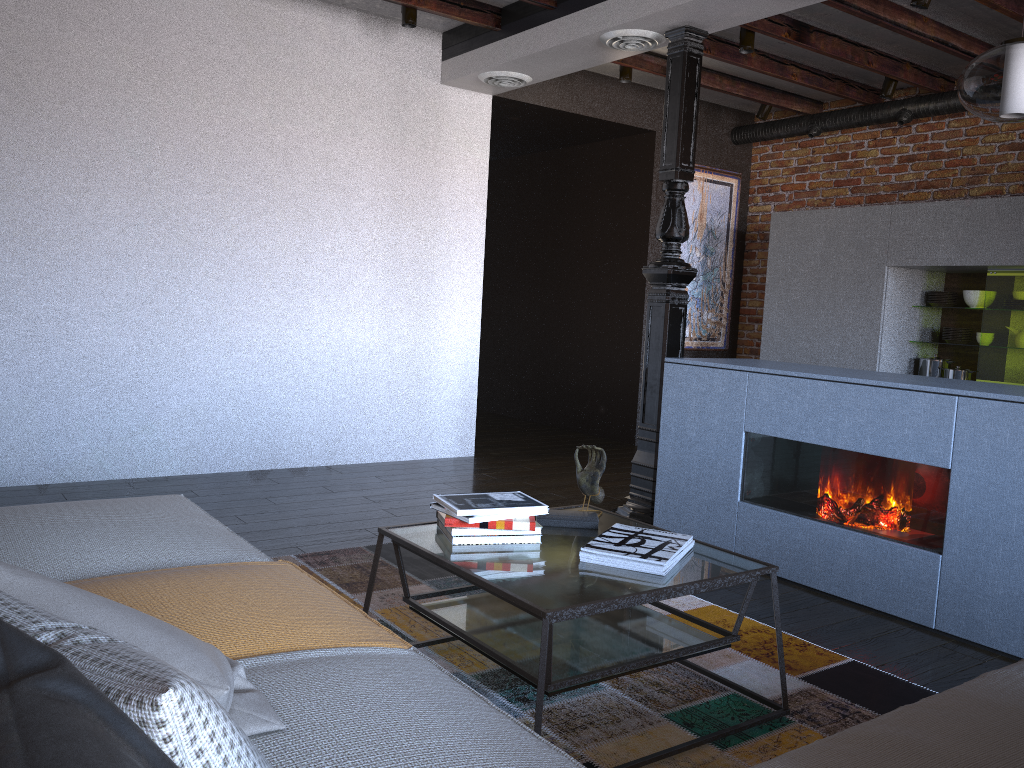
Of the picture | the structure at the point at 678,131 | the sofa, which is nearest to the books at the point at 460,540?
the sofa

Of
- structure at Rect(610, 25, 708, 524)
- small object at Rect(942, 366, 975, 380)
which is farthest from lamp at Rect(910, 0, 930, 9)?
small object at Rect(942, 366, 975, 380)

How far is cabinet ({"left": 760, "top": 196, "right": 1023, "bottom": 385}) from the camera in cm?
525

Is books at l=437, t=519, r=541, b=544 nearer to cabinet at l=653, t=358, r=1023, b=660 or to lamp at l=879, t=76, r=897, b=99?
cabinet at l=653, t=358, r=1023, b=660

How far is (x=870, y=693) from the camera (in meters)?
2.49

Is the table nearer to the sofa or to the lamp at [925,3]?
the sofa

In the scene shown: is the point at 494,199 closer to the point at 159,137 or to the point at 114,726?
the point at 159,137

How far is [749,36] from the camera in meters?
4.9

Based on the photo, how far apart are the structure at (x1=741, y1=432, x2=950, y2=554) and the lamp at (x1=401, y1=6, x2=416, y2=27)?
2.9 meters

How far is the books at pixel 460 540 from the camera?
2.33m
